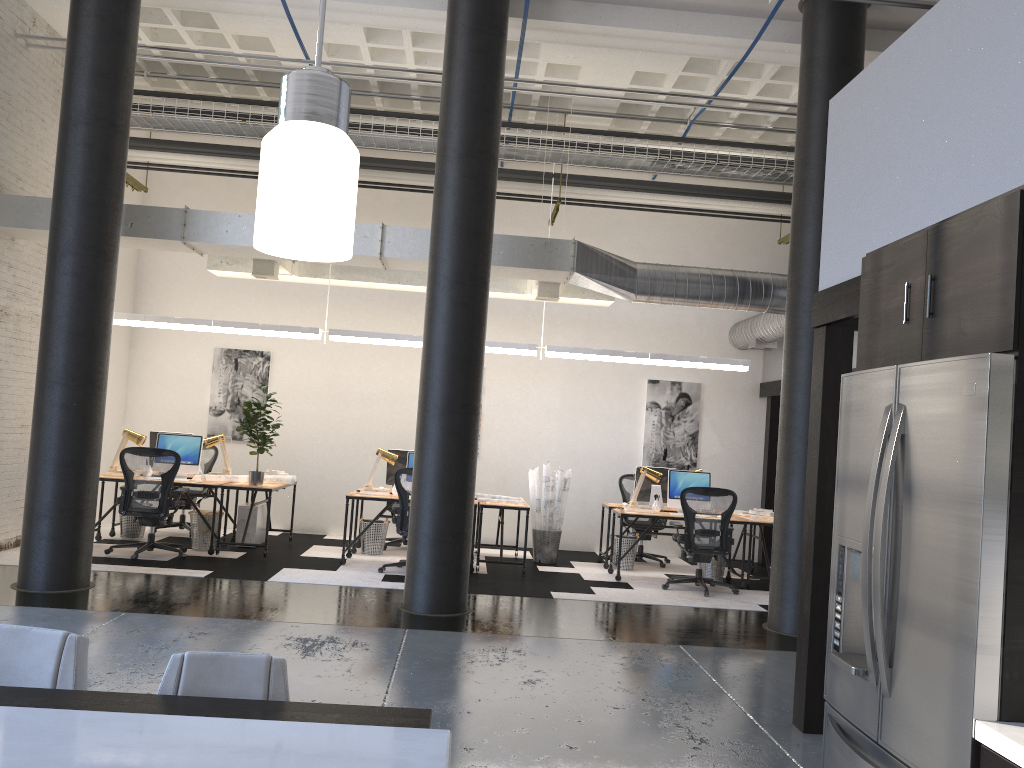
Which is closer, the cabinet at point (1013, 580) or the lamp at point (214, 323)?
the cabinet at point (1013, 580)

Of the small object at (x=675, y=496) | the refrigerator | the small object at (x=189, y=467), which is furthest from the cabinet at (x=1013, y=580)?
the small object at (x=189, y=467)

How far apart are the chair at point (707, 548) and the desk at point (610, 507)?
1.2 meters

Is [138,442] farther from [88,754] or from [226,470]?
[88,754]

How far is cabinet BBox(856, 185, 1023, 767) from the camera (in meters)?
2.12

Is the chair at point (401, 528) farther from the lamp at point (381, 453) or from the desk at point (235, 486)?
the desk at point (235, 486)

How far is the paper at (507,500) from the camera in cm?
958

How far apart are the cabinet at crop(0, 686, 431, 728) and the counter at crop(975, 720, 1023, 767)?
1.29m

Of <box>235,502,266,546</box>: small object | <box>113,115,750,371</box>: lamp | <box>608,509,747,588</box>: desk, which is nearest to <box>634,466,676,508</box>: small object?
<box>608,509,747,588</box>: desk

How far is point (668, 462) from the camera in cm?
1174
